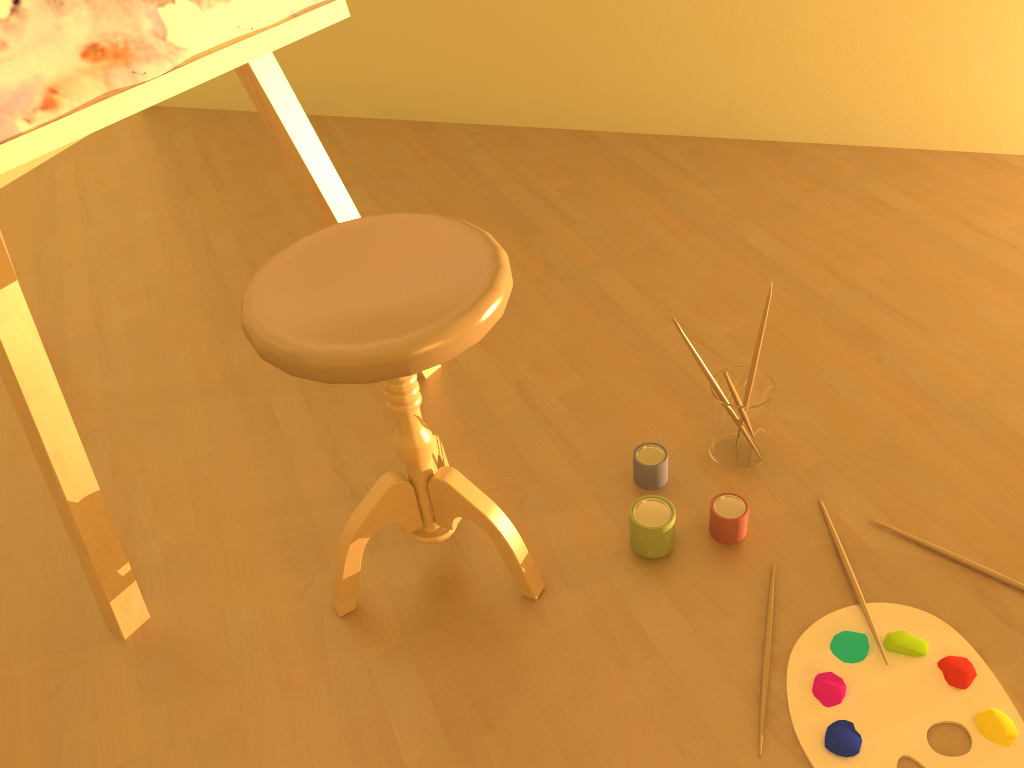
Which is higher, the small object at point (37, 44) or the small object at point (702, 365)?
the small object at point (37, 44)

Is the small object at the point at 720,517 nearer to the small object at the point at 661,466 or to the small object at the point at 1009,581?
the small object at the point at 661,466

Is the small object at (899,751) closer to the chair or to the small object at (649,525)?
the small object at (649,525)

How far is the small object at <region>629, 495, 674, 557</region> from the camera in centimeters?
138cm

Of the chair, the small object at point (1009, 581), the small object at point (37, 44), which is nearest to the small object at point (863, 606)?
the small object at point (1009, 581)

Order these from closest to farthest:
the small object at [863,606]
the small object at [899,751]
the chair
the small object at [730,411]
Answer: the chair
the small object at [899,751]
the small object at [863,606]
the small object at [730,411]

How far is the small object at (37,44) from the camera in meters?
1.1

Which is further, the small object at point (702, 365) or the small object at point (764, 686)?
the small object at point (702, 365)

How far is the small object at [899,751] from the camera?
1.13m

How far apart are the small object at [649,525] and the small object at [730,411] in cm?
18
